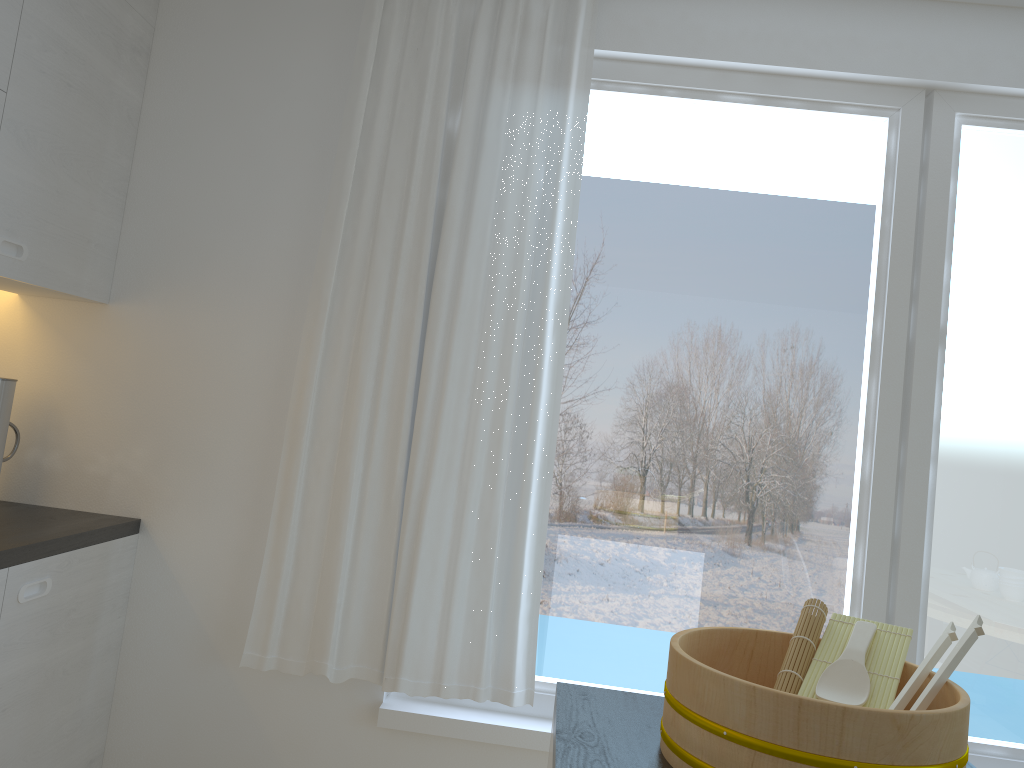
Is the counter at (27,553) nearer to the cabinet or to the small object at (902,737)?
the cabinet

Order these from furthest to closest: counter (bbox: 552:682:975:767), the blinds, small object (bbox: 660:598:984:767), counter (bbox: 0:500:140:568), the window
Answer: the window → the blinds → counter (bbox: 0:500:140:568) → counter (bbox: 552:682:975:767) → small object (bbox: 660:598:984:767)

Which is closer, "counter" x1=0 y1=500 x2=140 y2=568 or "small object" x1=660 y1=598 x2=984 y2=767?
"small object" x1=660 y1=598 x2=984 y2=767

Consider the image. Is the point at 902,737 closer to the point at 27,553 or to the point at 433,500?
the point at 433,500

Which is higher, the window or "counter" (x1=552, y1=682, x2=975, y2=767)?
the window

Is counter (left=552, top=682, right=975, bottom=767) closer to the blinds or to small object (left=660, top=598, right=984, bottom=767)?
small object (left=660, top=598, right=984, bottom=767)

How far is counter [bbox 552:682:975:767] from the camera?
1.2m

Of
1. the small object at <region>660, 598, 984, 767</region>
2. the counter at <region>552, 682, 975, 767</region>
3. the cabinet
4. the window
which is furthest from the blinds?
the small object at <region>660, 598, 984, 767</region>

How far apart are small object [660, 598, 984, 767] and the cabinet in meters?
1.5

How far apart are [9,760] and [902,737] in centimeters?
198cm
